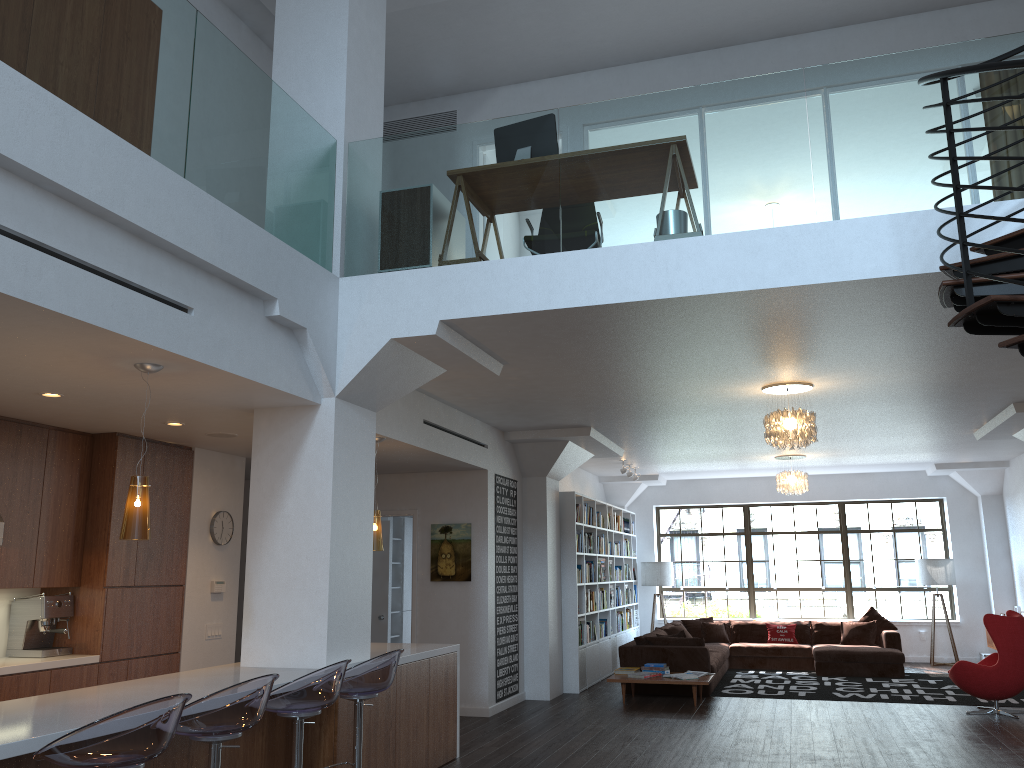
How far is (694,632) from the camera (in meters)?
13.73

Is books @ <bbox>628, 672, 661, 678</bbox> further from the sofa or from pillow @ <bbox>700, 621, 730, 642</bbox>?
pillow @ <bbox>700, 621, 730, 642</bbox>

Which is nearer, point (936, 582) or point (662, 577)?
point (936, 582)

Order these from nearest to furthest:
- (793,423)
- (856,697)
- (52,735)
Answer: (52,735)
(793,423)
(856,697)

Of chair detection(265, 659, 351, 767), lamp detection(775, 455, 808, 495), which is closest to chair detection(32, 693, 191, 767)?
chair detection(265, 659, 351, 767)

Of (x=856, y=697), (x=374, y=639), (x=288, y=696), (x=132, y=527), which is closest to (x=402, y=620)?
(x=374, y=639)

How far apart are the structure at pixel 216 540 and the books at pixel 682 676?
5.0m

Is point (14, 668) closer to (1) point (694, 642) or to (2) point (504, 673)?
(2) point (504, 673)

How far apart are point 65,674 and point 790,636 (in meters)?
10.49

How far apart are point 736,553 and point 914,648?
3.08m
